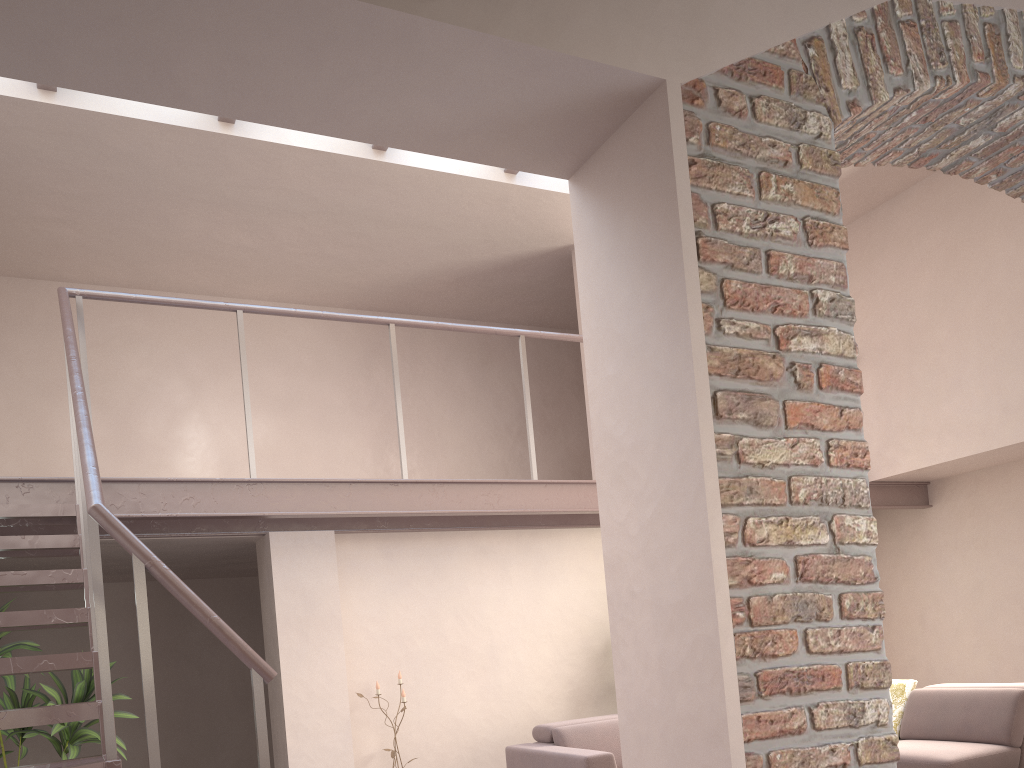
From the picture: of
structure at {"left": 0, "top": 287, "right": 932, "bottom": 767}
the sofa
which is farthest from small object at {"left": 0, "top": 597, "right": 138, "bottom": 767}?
the sofa

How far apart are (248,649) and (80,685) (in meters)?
2.42

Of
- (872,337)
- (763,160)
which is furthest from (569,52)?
(872,337)

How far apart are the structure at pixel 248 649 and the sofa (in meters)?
1.43

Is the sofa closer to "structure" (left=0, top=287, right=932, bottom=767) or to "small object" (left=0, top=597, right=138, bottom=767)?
"structure" (left=0, top=287, right=932, bottom=767)

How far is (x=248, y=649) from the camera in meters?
2.8

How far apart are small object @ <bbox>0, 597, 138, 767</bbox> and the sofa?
2.27m

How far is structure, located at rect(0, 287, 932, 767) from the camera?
2.8 meters

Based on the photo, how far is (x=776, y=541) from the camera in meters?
1.8 m

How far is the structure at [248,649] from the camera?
2.8 meters
